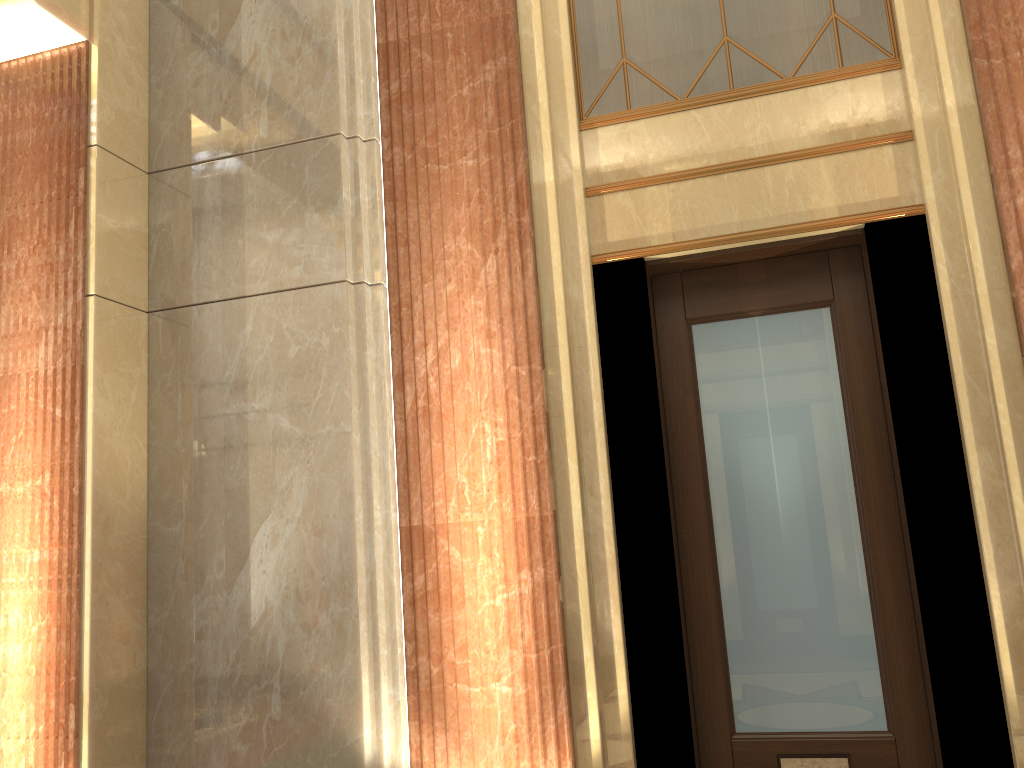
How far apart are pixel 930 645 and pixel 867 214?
1.50m

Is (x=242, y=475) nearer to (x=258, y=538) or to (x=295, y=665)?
(x=258, y=538)
